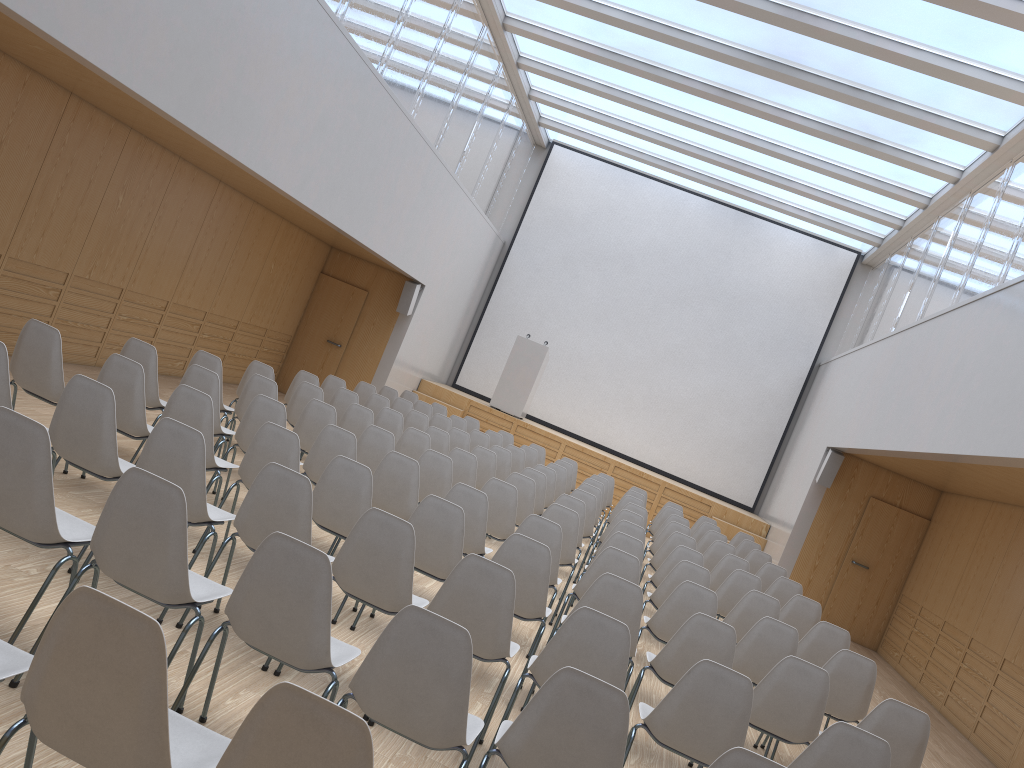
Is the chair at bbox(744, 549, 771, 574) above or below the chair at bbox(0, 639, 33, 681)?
above

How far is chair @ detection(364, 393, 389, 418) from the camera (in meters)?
10.11

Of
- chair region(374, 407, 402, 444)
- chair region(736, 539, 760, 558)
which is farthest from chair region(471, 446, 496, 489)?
chair region(736, 539, 760, 558)

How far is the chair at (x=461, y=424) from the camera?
11.9m

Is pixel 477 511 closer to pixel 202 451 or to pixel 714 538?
pixel 202 451

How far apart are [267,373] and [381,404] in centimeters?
208cm

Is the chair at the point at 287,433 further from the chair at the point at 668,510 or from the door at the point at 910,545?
the door at the point at 910,545

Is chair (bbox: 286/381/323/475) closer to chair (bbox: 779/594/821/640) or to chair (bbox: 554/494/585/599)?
chair (bbox: 554/494/585/599)

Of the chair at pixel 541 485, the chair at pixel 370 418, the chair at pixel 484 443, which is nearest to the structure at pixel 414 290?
the chair at pixel 484 443

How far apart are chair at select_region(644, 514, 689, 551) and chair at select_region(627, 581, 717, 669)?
4.6 meters
